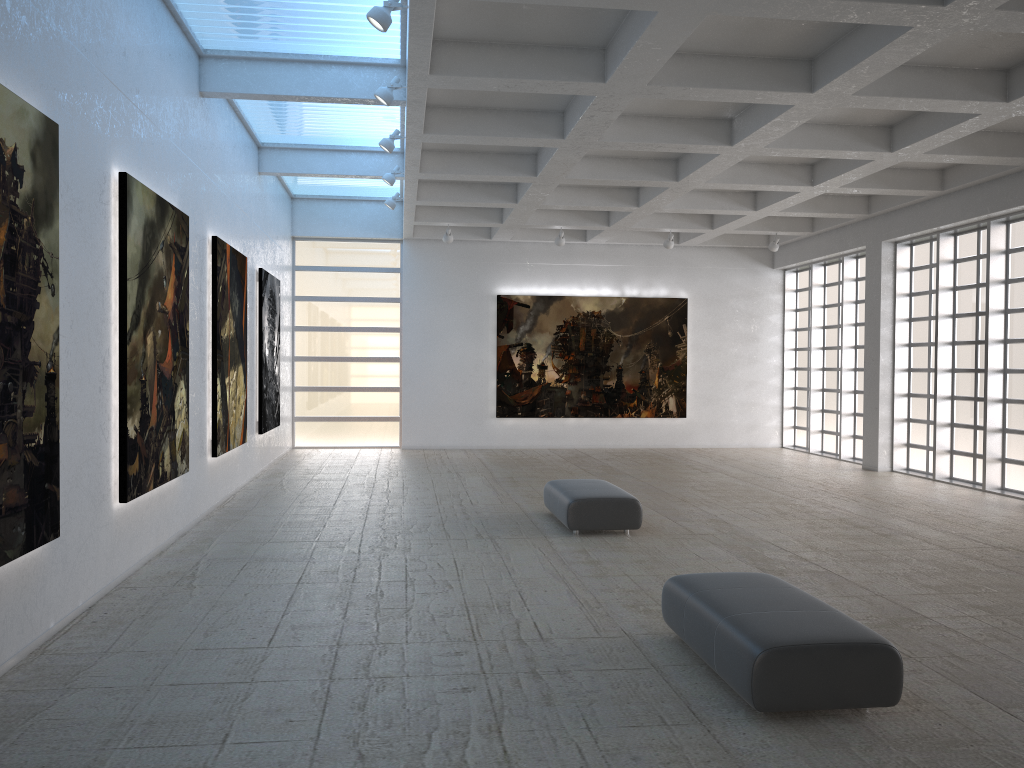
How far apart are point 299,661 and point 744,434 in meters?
30.6

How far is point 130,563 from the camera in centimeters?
1452cm
